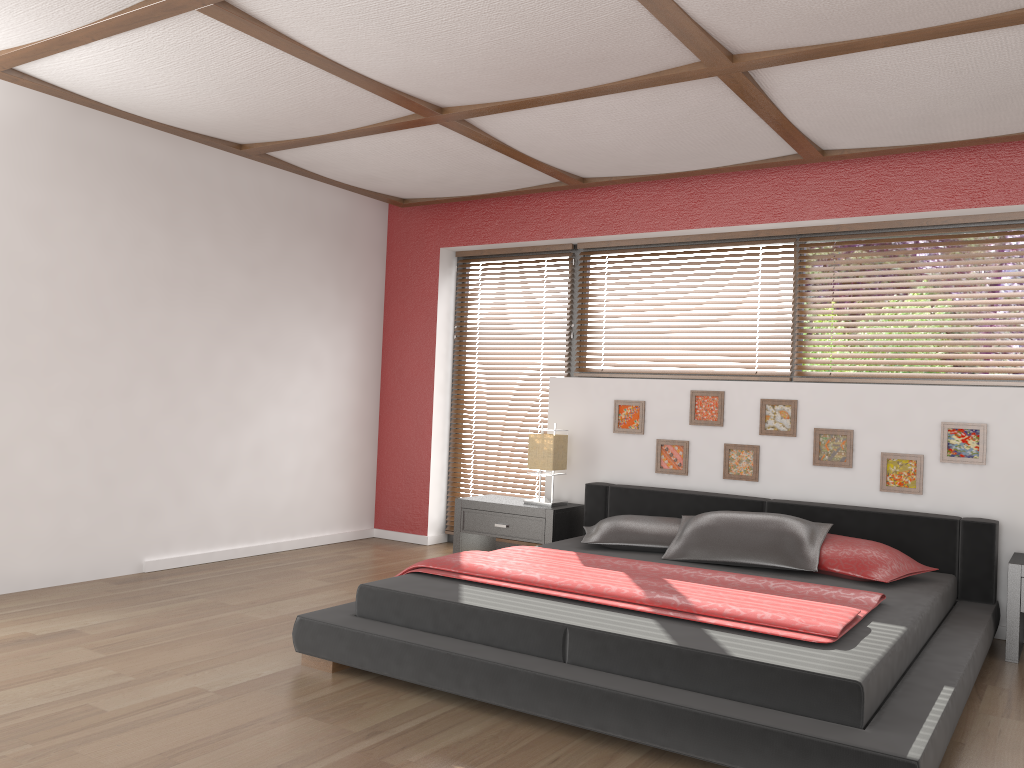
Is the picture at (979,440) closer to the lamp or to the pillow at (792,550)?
the pillow at (792,550)

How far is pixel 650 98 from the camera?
3.8m

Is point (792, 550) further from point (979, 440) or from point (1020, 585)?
point (979, 440)

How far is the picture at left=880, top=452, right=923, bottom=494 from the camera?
4.4m

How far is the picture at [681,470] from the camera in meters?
5.1

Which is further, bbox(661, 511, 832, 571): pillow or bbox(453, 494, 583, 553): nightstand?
bbox(453, 494, 583, 553): nightstand

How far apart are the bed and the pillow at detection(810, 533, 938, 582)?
0.03m

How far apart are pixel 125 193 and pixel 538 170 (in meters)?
2.26

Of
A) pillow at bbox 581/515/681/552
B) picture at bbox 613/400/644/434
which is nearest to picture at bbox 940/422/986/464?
pillow at bbox 581/515/681/552

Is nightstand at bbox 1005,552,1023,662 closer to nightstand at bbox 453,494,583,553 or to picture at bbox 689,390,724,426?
picture at bbox 689,390,724,426
